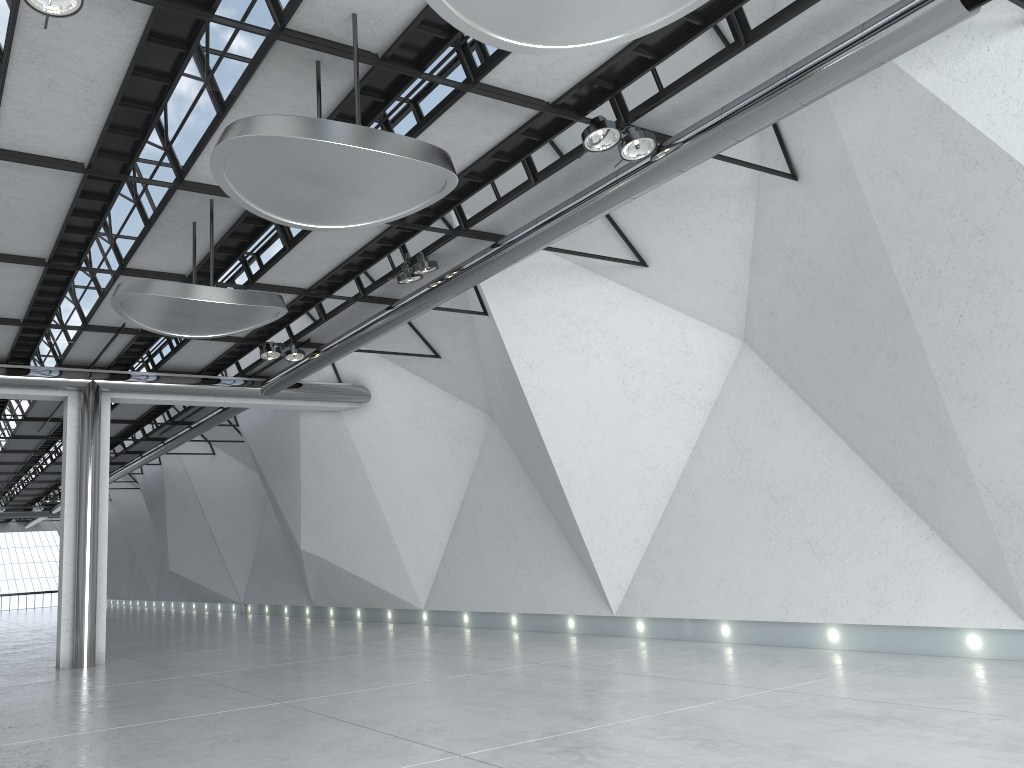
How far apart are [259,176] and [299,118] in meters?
4.2

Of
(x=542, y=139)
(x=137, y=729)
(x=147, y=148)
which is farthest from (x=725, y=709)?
(x=147, y=148)

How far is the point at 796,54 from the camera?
42.8m
